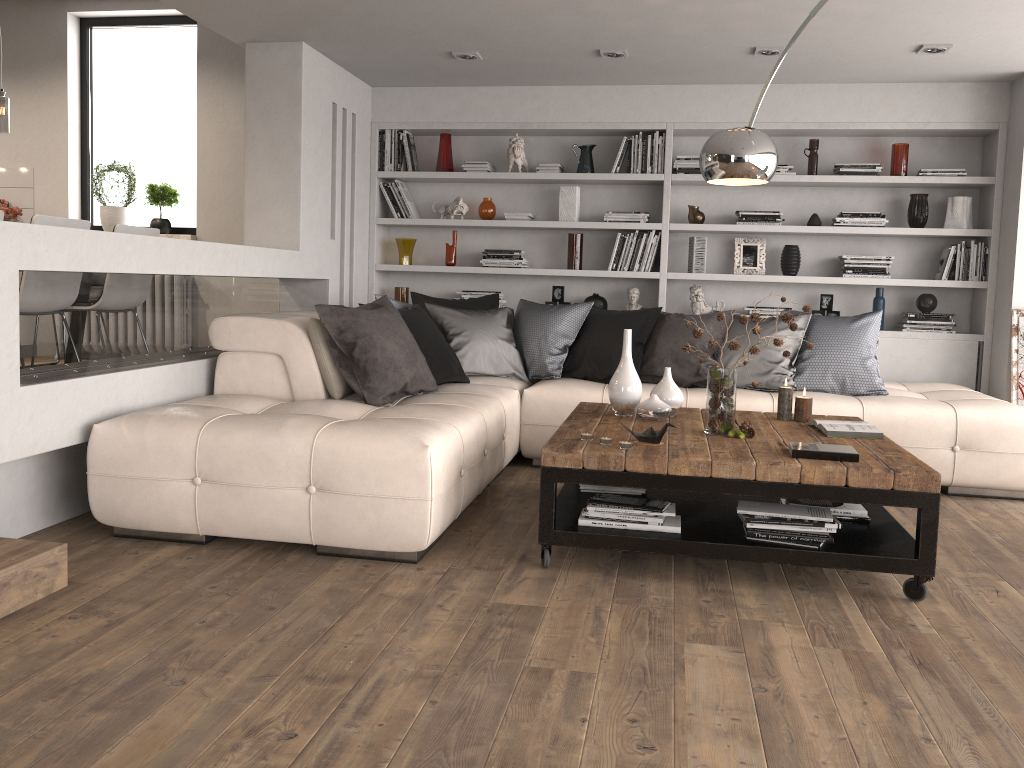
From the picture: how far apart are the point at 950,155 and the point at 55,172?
6.6m

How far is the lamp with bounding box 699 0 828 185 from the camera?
3.5m

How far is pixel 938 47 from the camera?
4.9 meters

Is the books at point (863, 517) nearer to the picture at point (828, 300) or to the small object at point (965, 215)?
the picture at point (828, 300)

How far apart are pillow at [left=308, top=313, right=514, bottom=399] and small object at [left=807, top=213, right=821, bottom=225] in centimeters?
352cm

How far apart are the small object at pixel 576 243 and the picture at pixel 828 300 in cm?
172

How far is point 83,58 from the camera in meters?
7.0

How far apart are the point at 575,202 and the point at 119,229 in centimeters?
300cm

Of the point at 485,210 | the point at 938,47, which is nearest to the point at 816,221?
the point at 938,47

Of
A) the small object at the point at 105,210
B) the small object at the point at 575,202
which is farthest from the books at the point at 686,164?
the small object at the point at 105,210
